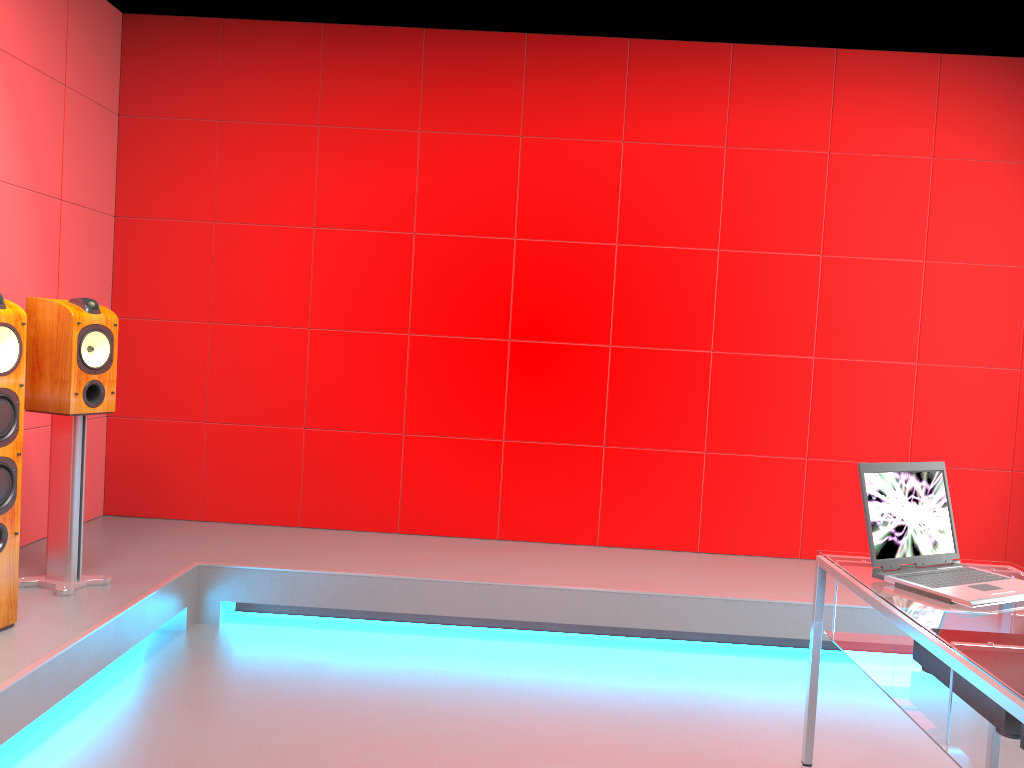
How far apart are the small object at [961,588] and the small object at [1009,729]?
0.2m

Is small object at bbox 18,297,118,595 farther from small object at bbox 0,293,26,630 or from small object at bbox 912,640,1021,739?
small object at bbox 912,640,1021,739

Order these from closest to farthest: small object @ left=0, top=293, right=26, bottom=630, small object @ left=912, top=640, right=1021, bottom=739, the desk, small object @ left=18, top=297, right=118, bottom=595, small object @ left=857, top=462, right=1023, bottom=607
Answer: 1. the desk
2. small object @ left=912, top=640, right=1021, bottom=739
3. small object @ left=857, top=462, right=1023, bottom=607
4. small object @ left=0, top=293, right=26, bottom=630
5. small object @ left=18, top=297, right=118, bottom=595

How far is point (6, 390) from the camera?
2.7 meters

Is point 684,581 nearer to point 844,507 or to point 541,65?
point 844,507

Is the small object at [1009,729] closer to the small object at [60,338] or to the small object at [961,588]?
the small object at [961,588]

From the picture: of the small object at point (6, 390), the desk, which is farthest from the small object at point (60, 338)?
the desk

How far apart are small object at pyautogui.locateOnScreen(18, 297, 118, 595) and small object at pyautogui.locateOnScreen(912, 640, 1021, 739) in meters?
2.7

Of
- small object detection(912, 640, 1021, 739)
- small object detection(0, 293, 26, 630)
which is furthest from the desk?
small object detection(0, 293, 26, 630)

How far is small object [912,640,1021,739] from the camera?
1.79m
